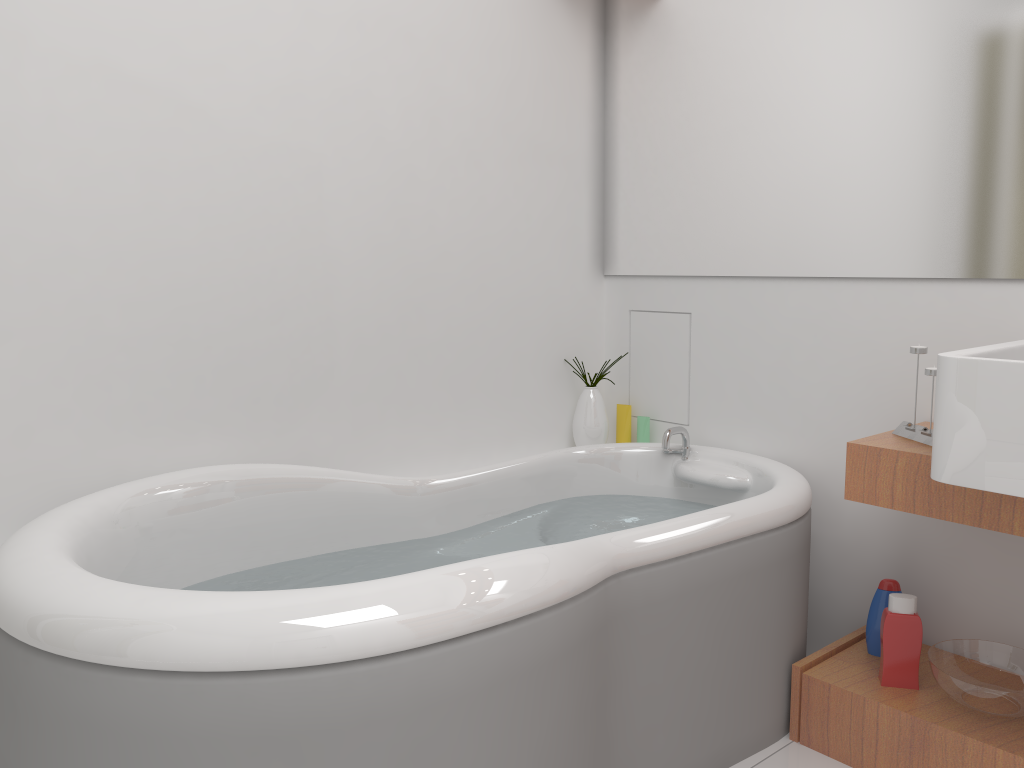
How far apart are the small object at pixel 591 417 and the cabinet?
0.89m

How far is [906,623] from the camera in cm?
189

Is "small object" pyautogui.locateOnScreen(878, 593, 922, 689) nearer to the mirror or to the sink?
the sink

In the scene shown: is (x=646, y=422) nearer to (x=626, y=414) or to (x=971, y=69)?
(x=626, y=414)

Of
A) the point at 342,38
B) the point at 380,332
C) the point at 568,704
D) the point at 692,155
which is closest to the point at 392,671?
the point at 568,704

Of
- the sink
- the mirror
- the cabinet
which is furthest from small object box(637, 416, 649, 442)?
the sink

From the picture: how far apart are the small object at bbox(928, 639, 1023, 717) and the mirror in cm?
80

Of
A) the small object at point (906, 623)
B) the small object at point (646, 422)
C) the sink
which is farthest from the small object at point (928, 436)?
the small object at point (646, 422)

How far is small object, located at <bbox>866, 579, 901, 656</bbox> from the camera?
2.0 meters

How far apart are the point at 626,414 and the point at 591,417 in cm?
14
